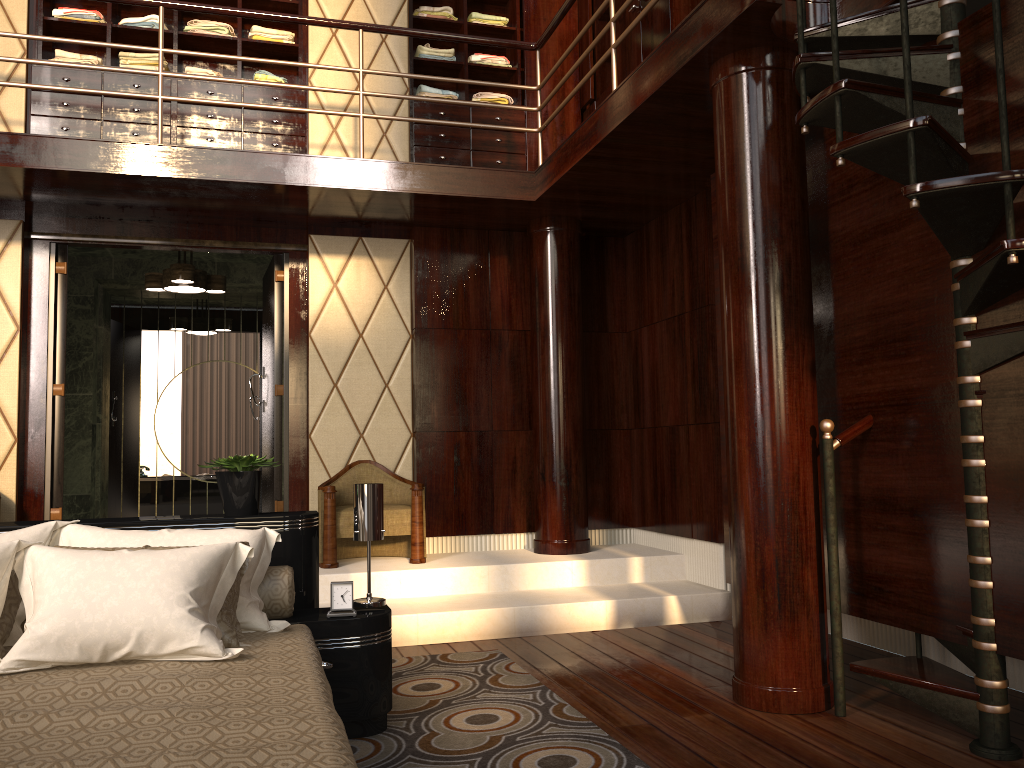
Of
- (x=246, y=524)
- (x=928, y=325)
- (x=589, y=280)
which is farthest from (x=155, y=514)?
(x=928, y=325)

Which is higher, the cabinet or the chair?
the cabinet

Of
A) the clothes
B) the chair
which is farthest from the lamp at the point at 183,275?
the chair

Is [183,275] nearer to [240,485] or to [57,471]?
[57,471]

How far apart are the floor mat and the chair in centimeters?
101cm

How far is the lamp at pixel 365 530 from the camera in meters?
2.8 m

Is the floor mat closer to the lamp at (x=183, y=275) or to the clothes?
the lamp at (x=183, y=275)

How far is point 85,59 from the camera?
5.1 meters

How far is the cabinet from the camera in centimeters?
491cm

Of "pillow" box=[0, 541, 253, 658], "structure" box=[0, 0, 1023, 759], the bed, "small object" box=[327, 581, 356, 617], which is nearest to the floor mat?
the bed
